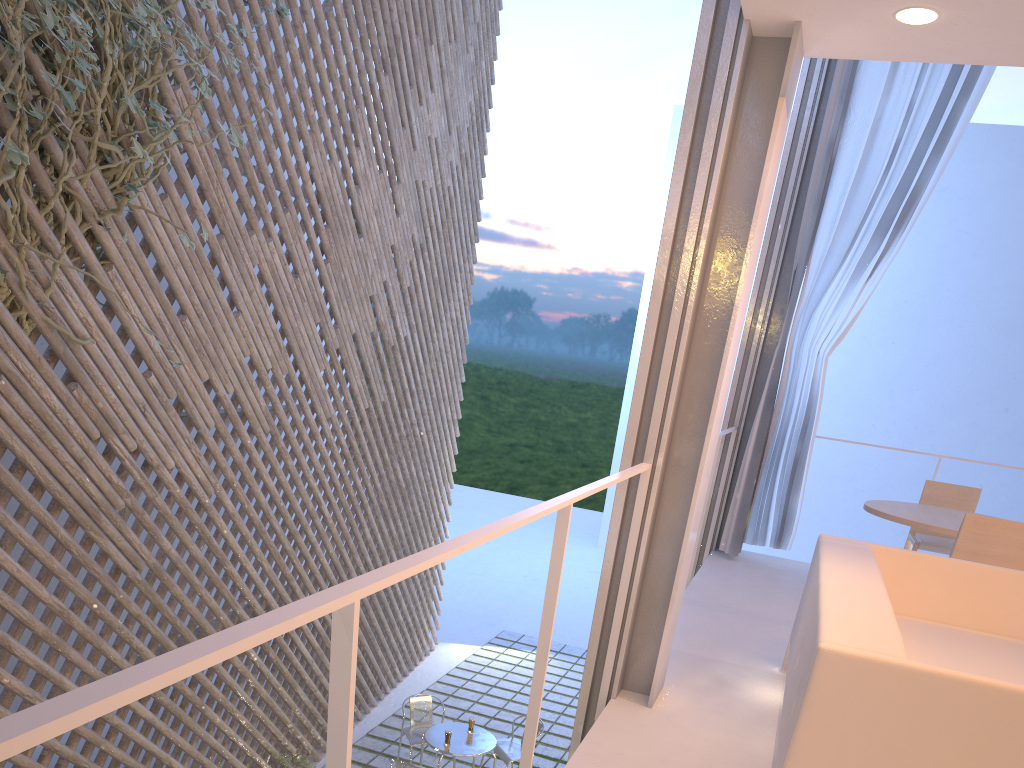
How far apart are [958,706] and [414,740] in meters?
Result: 3.2 m

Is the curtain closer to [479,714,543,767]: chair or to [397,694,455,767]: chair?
[479,714,543,767]: chair

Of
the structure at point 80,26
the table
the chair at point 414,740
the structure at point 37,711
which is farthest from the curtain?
the structure at point 80,26

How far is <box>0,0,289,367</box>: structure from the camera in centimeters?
189cm

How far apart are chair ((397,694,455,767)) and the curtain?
1.74m

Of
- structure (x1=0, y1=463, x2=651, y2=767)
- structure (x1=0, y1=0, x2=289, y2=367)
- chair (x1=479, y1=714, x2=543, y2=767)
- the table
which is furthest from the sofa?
chair (x1=479, y1=714, x2=543, y2=767)

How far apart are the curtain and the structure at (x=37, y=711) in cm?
185

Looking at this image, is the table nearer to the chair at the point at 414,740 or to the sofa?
the chair at the point at 414,740

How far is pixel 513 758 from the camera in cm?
375

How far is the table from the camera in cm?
353
